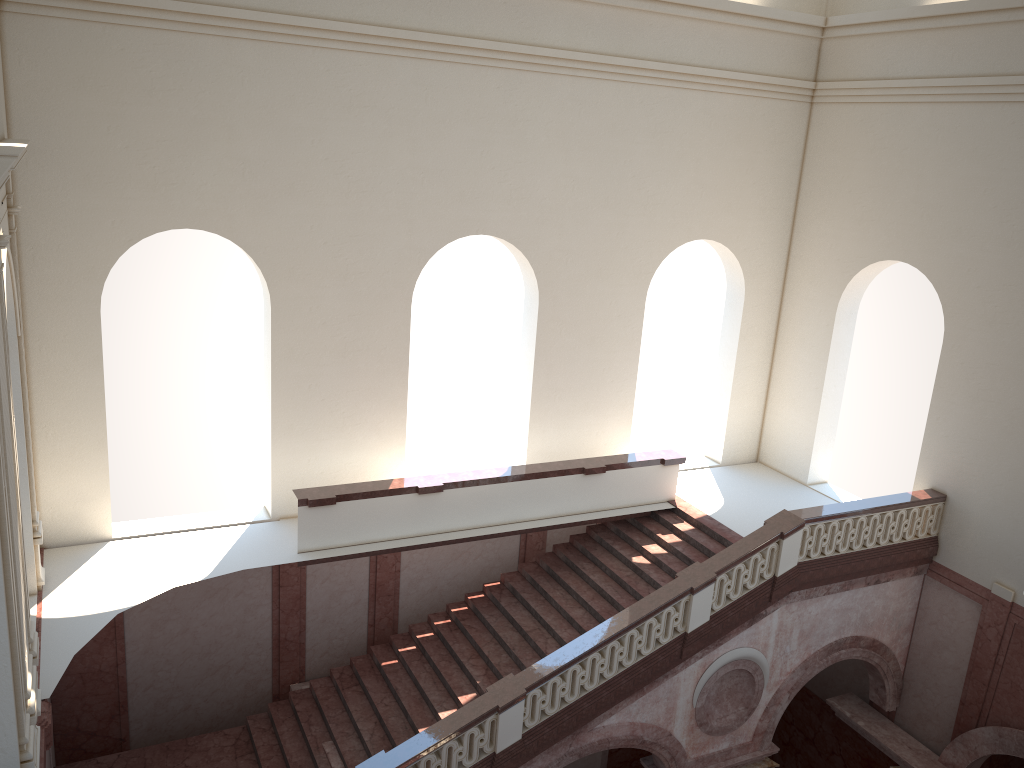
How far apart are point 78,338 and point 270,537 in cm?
375
